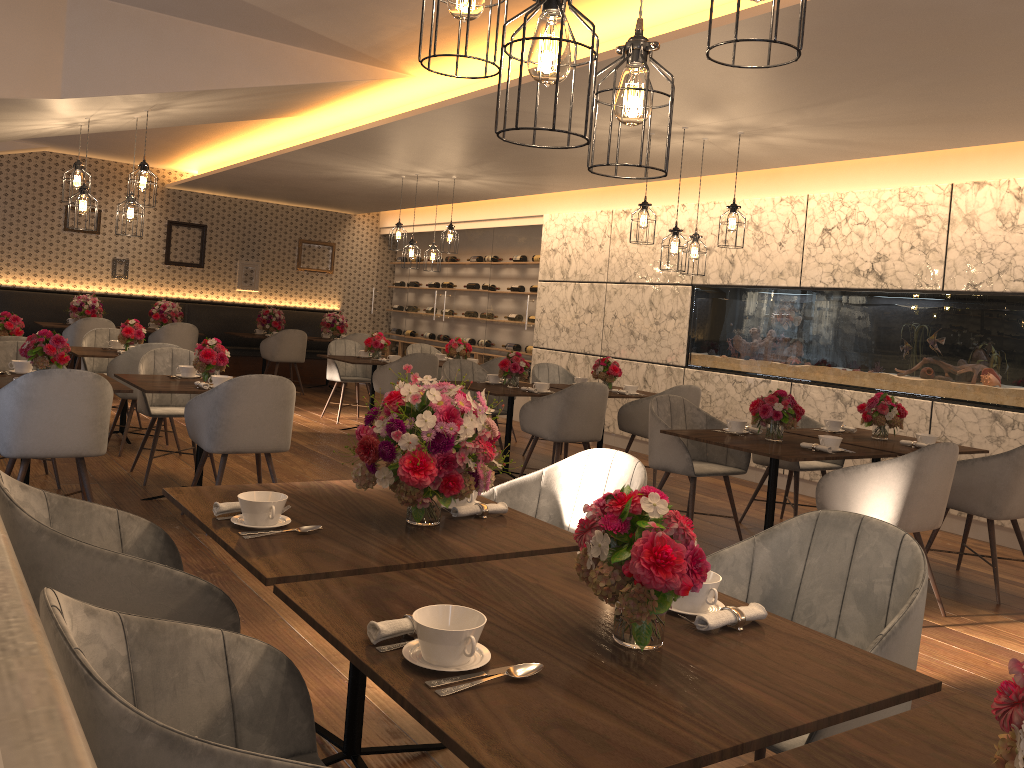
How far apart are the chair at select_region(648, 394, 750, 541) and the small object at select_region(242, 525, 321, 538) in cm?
330

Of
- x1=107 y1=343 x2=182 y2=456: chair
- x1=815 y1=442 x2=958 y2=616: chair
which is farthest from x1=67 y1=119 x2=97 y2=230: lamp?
x1=815 y1=442 x2=958 y2=616: chair

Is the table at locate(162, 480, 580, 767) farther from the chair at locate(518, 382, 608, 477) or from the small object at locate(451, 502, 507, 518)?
the chair at locate(518, 382, 608, 477)

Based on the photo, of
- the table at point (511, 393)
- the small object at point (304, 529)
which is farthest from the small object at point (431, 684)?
the table at point (511, 393)

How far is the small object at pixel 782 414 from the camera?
4.9 meters

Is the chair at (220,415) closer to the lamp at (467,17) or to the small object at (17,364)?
the small object at (17,364)

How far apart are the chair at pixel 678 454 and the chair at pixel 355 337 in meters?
7.2 m

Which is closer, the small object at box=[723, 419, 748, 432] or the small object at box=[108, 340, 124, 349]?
the small object at box=[723, 419, 748, 432]

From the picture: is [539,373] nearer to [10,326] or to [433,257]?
[433,257]

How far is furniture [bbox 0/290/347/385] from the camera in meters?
11.3 m
